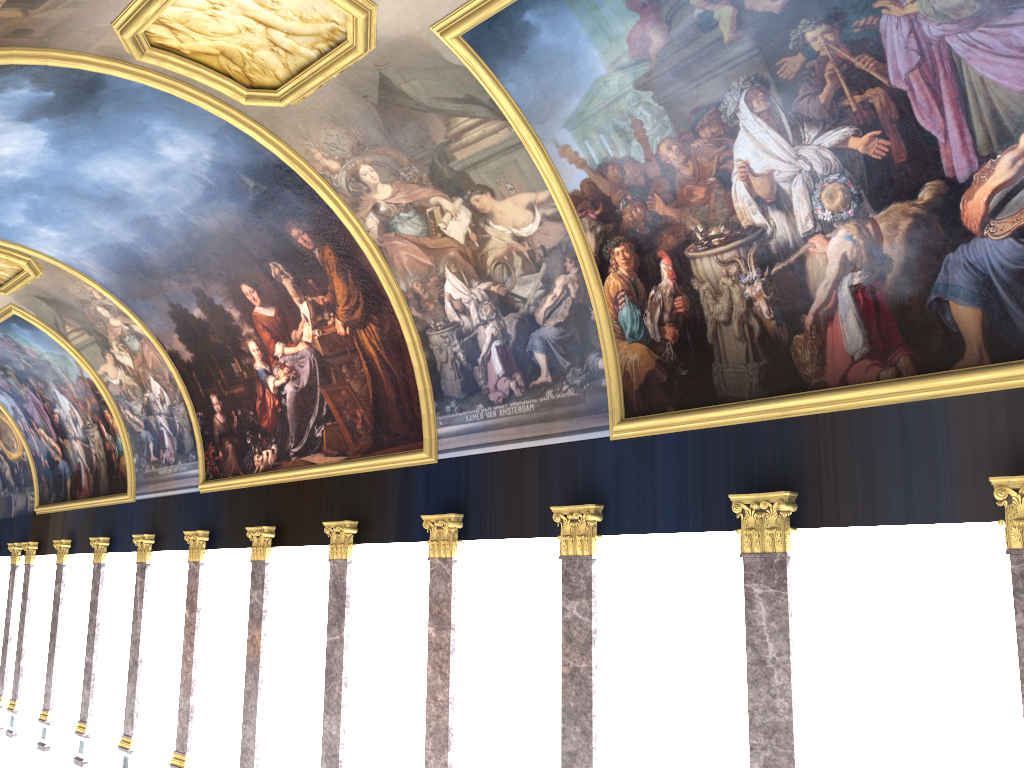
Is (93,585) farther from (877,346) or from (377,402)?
(877,346)

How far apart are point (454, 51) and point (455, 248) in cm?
390
